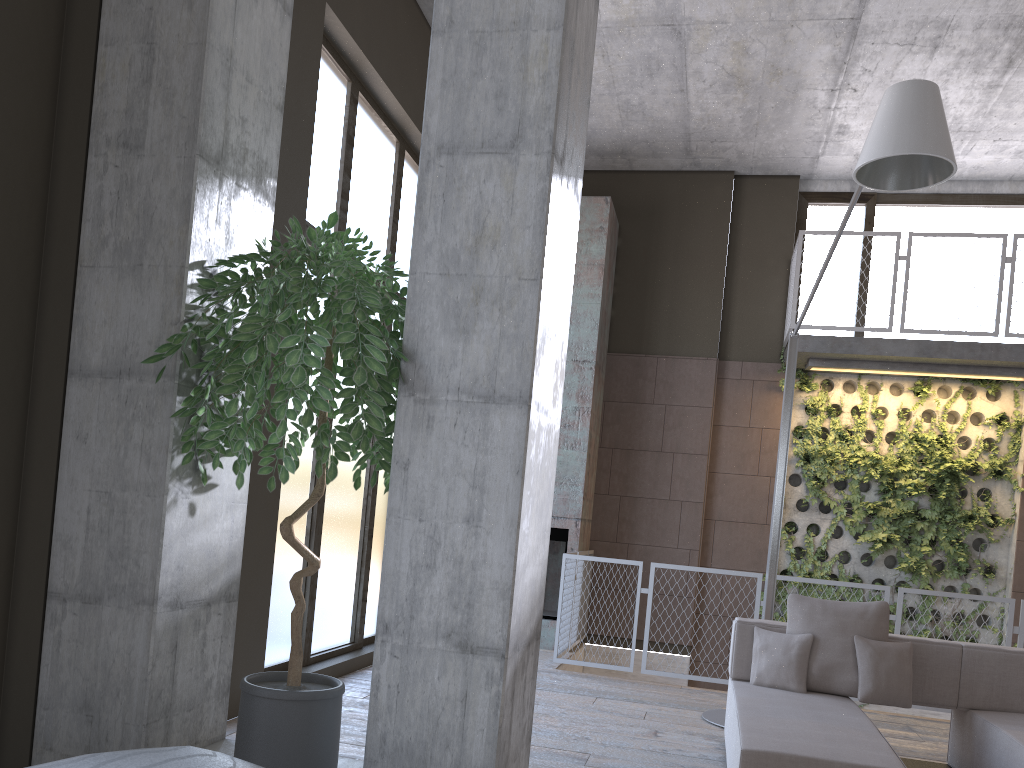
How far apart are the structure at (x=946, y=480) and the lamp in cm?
267

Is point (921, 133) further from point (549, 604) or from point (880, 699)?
point (549, 604)

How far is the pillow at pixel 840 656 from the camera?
4.7m

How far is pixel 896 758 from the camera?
3.5m

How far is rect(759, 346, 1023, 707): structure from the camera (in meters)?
8.71

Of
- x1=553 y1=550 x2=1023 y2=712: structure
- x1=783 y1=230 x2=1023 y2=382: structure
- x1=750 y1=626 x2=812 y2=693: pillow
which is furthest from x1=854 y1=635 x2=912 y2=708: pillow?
x1=783 y1=230 x2=1023 y2=382: structure

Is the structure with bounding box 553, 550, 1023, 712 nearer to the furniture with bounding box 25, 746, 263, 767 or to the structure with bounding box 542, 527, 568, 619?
the structure with bounding box 542, 527, 568, 619

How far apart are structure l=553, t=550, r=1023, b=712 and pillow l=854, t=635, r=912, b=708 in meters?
2.2 m

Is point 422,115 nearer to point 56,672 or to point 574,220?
point 574,220

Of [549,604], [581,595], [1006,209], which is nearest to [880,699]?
[581,595]
